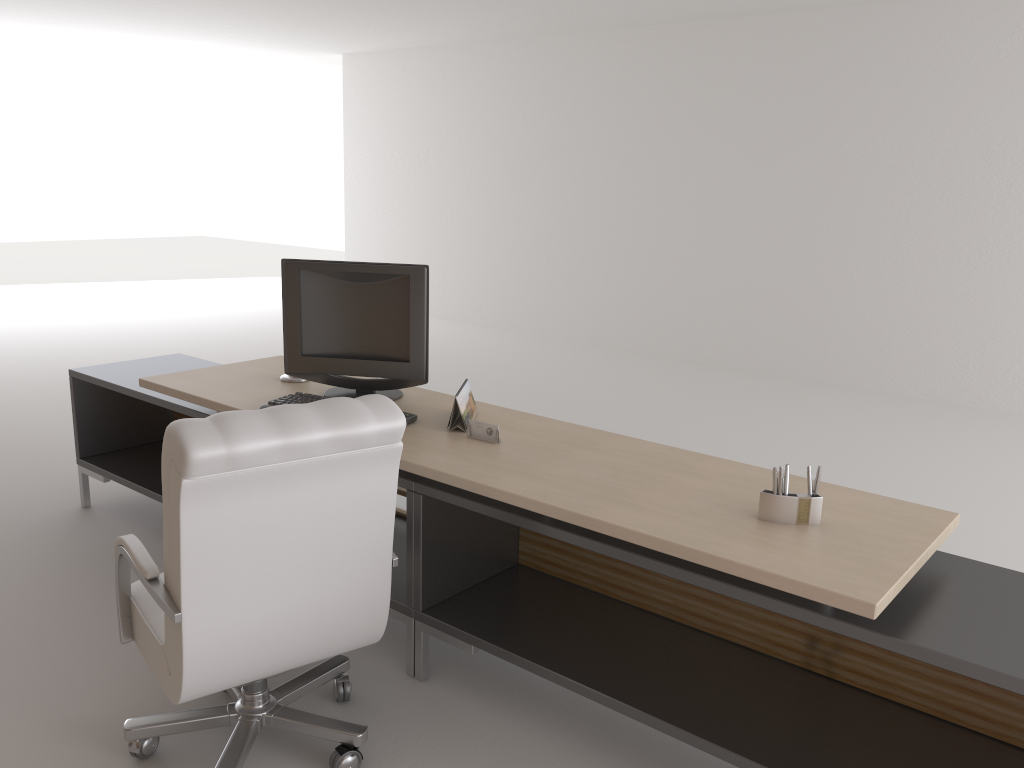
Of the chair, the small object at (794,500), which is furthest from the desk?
the chair

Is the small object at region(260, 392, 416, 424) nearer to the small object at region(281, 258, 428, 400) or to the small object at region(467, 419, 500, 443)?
the small object at region(281, 258, 428, 400)

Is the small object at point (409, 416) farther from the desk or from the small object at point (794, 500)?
the small object at point (794, 500)

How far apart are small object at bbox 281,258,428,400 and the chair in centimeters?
146cm

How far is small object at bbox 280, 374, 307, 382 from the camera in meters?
5.4 m

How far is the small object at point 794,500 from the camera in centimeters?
332cm

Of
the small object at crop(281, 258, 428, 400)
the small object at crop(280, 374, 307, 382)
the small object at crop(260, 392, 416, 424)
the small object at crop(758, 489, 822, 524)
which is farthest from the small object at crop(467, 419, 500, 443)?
the small object at crop(280, 374, 307, 382)

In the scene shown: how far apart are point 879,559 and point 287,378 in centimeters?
356cm

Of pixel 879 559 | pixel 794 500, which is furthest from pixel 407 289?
pixel 879 559

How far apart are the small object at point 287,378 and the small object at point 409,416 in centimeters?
50cm
